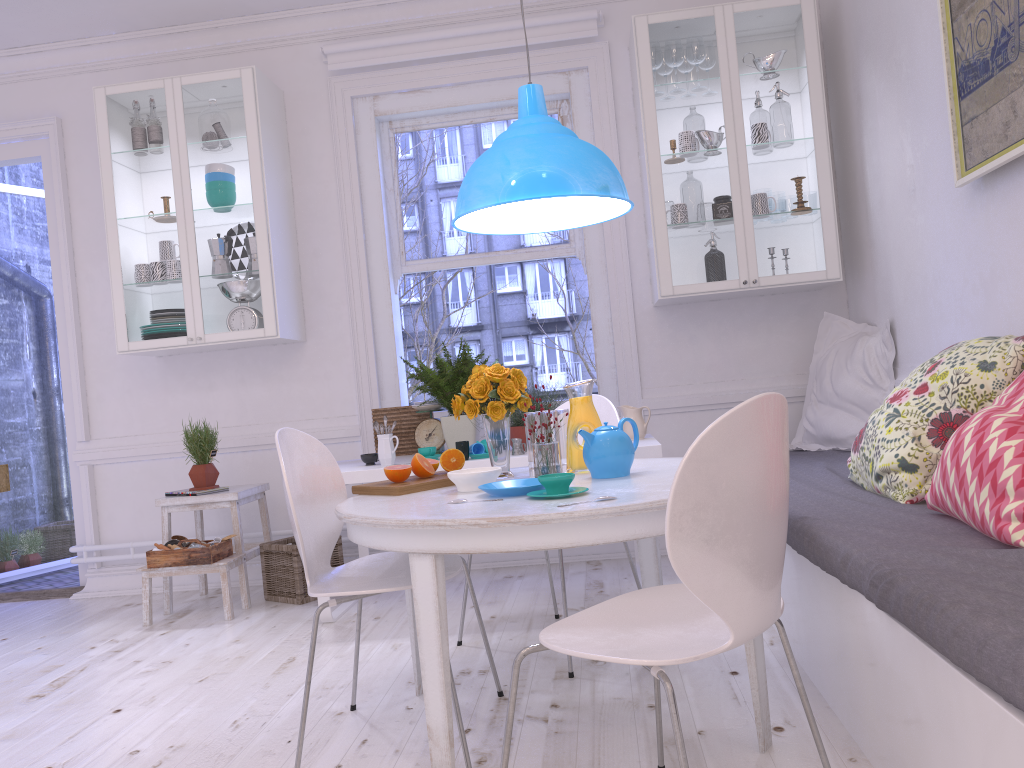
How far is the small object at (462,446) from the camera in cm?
353

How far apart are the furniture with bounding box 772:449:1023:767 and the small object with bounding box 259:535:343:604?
2.1 meters

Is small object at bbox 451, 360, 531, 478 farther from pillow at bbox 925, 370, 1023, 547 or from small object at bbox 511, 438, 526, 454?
pillow at bbox 925, 370, 1023, 547

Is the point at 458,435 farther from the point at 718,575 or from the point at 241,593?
the point at 718,575

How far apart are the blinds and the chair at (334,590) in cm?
268

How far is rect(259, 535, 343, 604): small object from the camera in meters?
4.0 m

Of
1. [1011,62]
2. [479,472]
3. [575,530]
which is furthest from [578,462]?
[1011,62]

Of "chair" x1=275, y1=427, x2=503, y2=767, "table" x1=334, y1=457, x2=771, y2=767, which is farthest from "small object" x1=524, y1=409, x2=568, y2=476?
"chair" x1=275, y1=427, x2=503, y2=767

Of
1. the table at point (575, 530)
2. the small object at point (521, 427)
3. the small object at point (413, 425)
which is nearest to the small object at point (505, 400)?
the table at point (575, 530)

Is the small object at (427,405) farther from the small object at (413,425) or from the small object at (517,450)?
the small object at (517,450)
